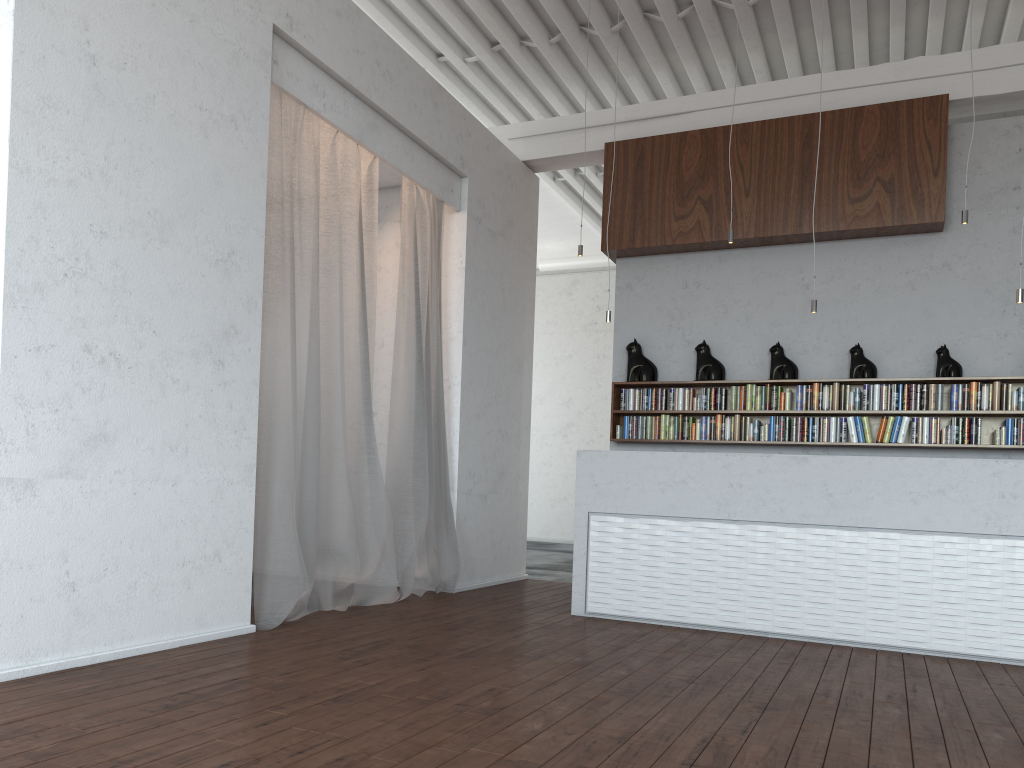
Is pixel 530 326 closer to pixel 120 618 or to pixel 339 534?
pixel 339 534
